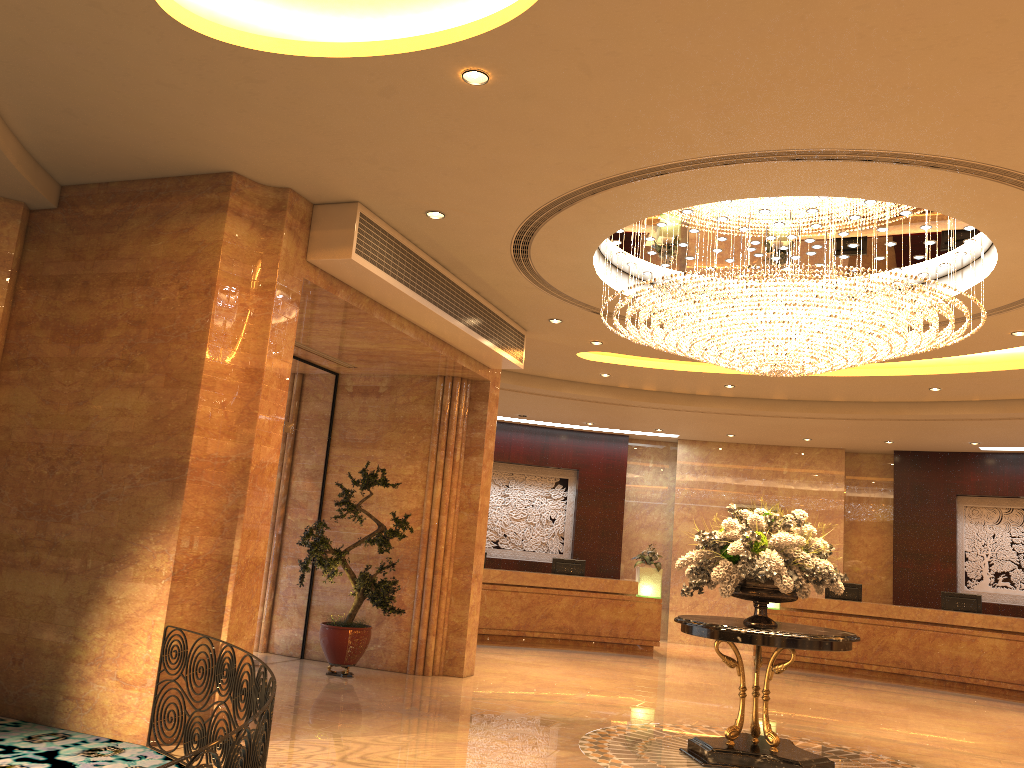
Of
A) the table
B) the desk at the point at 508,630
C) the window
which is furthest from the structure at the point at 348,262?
the desk at the point at 508,630

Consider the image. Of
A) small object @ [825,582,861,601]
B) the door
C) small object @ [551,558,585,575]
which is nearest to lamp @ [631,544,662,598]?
small object @ [551,558,585,575]

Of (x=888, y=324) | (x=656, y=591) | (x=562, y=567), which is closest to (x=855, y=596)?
(x=656, y=591)

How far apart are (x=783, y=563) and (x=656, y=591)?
8.6m

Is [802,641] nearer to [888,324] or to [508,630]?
[888,324]

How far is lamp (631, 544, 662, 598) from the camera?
15.3m

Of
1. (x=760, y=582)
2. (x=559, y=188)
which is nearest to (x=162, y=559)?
(x=559, y=188)

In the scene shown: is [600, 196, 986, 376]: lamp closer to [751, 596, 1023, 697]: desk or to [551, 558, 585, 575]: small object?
[751, 596, 1023, 697]: desk

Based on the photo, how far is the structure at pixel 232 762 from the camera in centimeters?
318cm

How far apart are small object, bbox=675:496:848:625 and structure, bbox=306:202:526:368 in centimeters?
321cm
